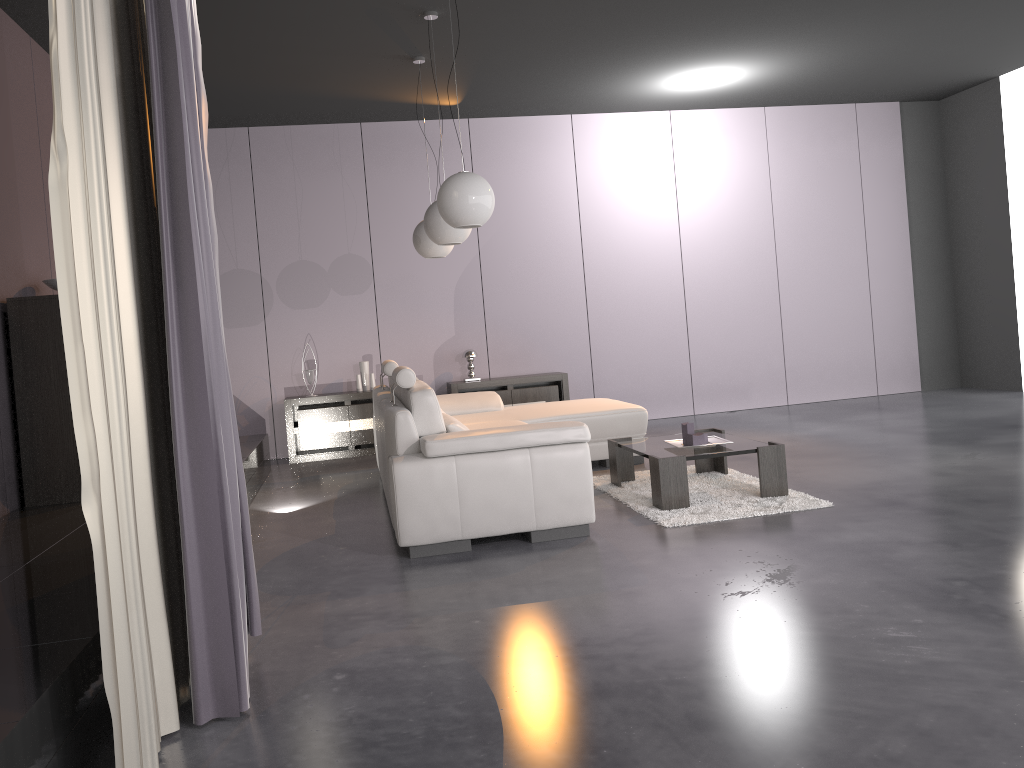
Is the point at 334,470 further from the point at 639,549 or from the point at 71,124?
the point at 71,124

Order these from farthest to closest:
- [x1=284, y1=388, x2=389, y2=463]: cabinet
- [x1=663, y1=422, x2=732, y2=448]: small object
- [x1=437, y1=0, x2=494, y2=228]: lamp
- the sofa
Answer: [x1=284, y1=388, x2=389, y2=463]: cabinet
[x1=663, y1=422, x2=732, y2=448]: small object
[x1=437, y1=0, x2=494, y2=228]: lamp
the sofa

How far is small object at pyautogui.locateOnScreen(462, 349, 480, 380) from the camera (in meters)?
8.03

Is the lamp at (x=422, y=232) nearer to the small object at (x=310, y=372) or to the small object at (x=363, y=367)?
the small object at (x=363, y=367)

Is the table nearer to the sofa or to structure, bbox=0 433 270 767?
the sofa

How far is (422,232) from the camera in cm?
622

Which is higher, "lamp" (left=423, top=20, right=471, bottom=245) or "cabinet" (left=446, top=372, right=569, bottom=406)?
"lamp" (left=423, top=20, right=471, bottom=245)

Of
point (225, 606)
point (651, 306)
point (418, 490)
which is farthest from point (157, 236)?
point (651, 306)

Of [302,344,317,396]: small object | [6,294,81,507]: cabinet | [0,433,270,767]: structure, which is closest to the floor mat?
[0,433,270,767]: structure

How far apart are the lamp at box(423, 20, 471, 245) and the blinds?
2.45m
